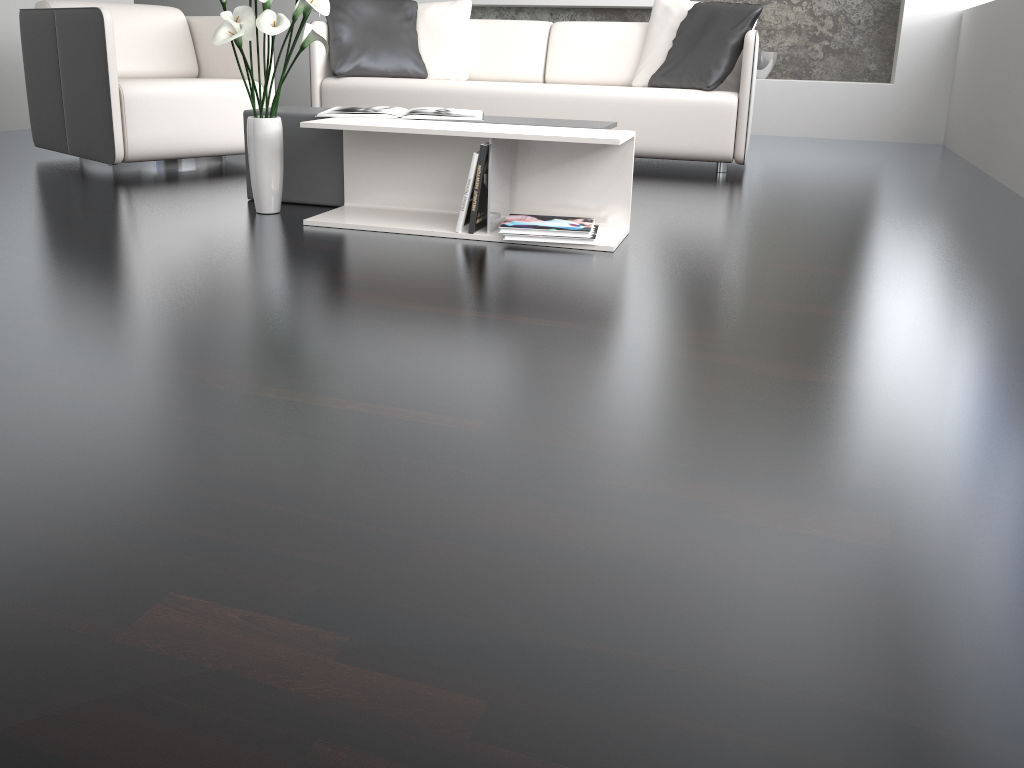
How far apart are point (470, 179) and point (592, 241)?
0.39m

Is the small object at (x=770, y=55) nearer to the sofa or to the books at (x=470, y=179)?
the sofa

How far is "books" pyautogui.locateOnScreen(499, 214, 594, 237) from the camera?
2.5m

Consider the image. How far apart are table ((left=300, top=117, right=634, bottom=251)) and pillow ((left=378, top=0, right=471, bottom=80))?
2.01m

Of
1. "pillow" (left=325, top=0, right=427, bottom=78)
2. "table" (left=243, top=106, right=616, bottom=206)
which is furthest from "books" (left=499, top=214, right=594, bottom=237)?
"pillow" (left=325, top=0, right=427, bottom=78)

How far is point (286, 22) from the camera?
2.4 meters

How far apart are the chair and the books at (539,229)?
1.7m

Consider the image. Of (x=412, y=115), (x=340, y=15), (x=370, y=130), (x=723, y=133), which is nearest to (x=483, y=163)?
(x=370, y=130)

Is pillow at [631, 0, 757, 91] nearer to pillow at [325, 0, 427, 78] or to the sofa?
the sofa

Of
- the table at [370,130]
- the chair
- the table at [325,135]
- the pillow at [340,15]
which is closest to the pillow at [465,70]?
the pillow at [340,15]
